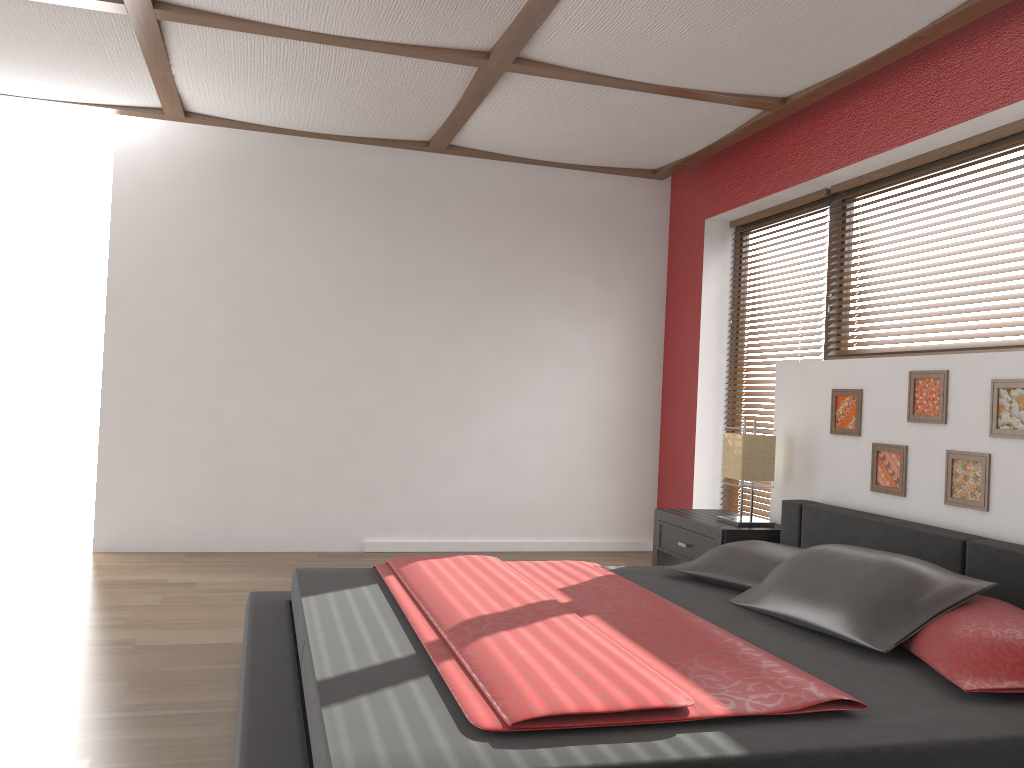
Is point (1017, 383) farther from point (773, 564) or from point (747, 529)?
point (747, 529)

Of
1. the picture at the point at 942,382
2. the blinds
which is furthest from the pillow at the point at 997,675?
the blinds

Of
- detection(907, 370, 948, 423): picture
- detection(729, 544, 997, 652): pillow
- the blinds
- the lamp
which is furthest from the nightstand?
detection(729, 544, 997, 652): pillow

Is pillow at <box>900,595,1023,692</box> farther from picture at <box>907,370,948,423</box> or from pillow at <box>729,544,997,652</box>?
picture at <box>907,370,948,423</box>

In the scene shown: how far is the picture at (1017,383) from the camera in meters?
3.0 m

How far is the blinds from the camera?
3.4m

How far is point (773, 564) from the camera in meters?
3.1 m

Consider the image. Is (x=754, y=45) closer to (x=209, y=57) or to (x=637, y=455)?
(x=209, y=57)

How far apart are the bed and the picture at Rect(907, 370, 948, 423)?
0.41m

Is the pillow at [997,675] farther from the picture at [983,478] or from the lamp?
the lamp
